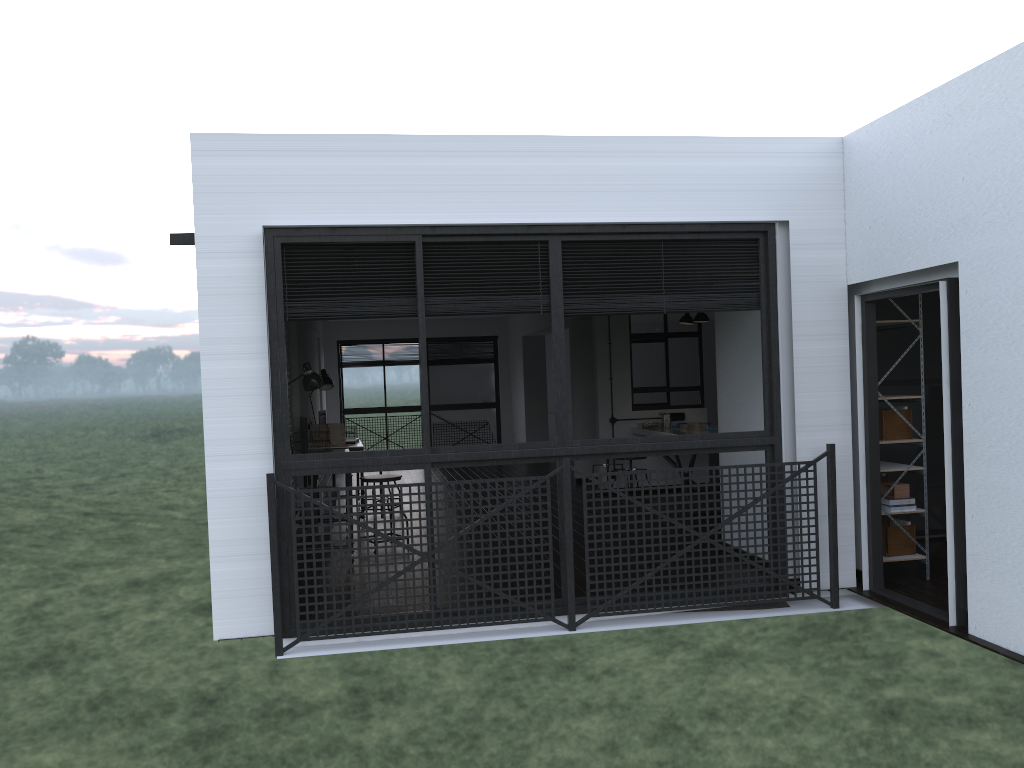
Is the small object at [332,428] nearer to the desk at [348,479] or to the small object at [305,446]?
the small object at [305,446]

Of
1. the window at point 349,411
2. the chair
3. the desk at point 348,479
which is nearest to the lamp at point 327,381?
the chair

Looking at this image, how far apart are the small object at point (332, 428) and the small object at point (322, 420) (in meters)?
0.43

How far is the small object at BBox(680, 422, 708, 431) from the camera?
8.5m

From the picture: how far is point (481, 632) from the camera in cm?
457

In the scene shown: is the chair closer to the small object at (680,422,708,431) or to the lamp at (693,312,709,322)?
the small object at (680,422,708,431)

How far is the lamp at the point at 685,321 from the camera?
9.1 meters

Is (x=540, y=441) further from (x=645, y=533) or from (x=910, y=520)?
(x=910, y=520)

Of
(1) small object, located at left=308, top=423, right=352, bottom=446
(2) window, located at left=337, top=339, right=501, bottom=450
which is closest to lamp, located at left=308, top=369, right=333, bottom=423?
(1) small object, located at left=308, top=423, right=352, bottom=446

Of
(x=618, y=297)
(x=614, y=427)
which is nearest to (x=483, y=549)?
(x=618, y=297)
